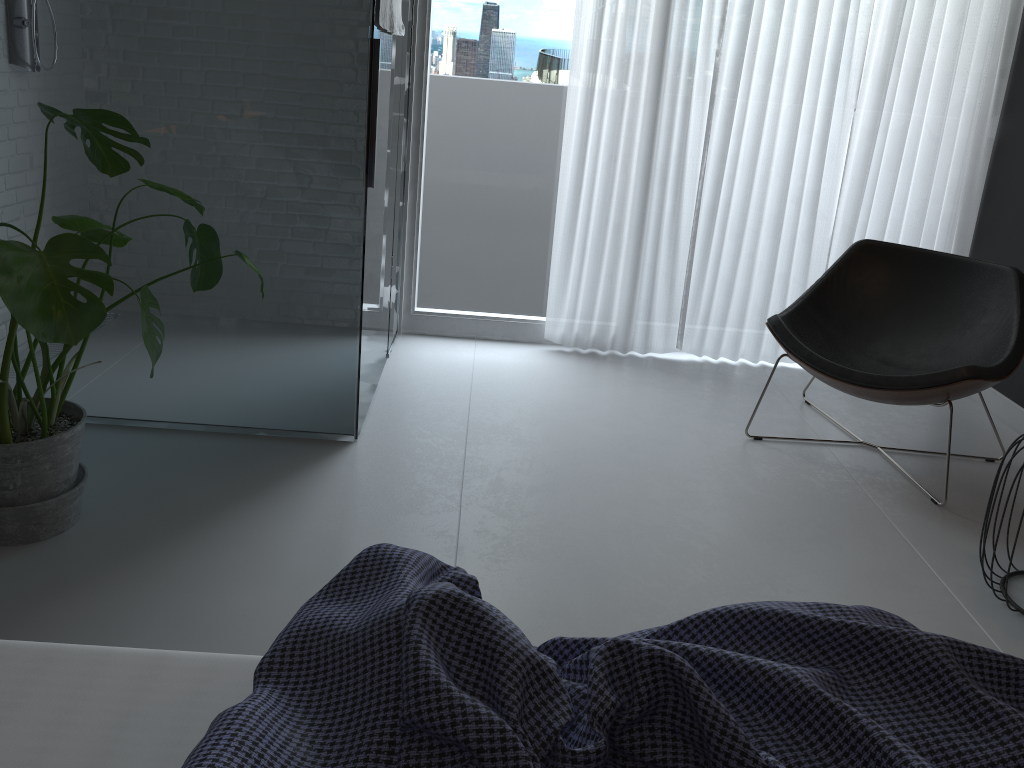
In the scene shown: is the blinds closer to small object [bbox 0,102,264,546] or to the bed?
small object [bbox 0,102,264,546]

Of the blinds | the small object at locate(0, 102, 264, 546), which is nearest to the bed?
the small object at locate(0, 102, 264, 546)

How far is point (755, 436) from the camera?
3.2 meters

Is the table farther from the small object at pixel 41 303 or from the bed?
the small object at pixel 41 303

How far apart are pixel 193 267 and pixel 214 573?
0.8 meters

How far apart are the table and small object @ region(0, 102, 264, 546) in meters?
2.0 m

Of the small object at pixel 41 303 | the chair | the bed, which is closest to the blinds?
the chair

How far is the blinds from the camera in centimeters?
356cm

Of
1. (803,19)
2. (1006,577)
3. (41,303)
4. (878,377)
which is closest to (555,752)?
(41,303)

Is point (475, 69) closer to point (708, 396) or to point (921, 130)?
point (708, 396)
